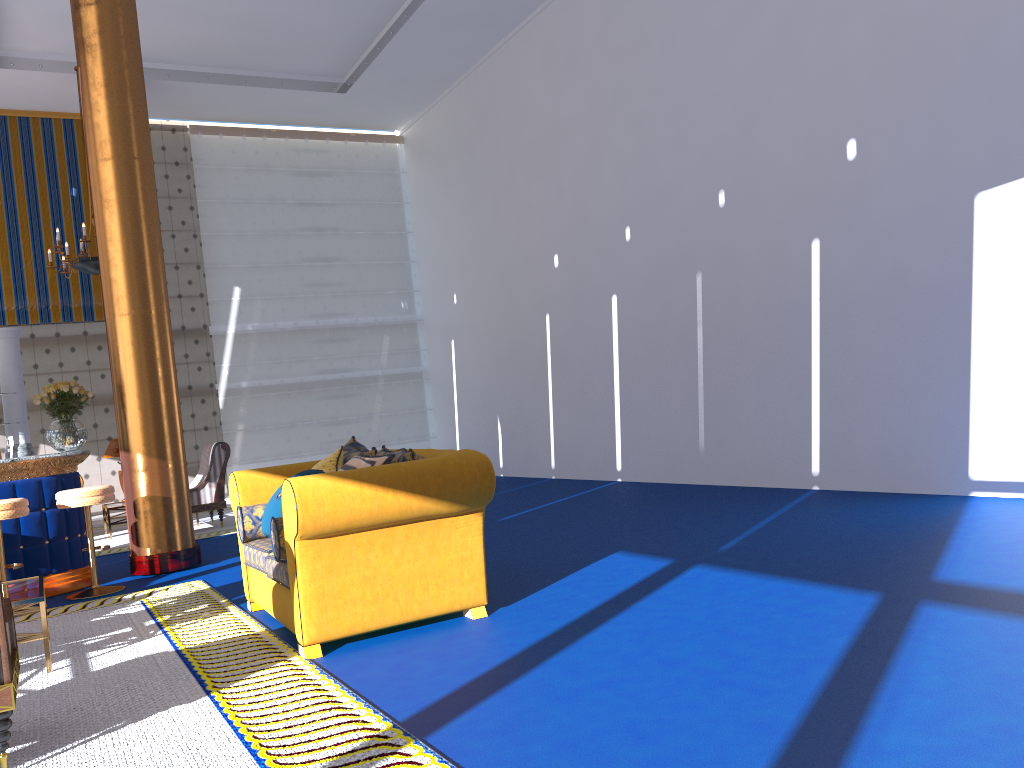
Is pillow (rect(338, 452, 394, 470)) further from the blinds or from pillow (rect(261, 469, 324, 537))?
the blinds

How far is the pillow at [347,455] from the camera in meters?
5.2

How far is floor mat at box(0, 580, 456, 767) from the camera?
2.9m

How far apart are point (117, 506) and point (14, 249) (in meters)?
4.17

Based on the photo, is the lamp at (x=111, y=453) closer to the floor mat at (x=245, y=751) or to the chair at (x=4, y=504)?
the chair at (x=4, y=504)

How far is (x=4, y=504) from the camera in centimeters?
591cm

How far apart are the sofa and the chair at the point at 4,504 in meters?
1.8 m

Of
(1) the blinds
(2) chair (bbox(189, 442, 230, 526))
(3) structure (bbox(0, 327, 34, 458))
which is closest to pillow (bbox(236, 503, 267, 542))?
(3) structure (bbox(0, 327, 34, 458))

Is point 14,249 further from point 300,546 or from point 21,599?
point 300,546

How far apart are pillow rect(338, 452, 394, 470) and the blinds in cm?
953
